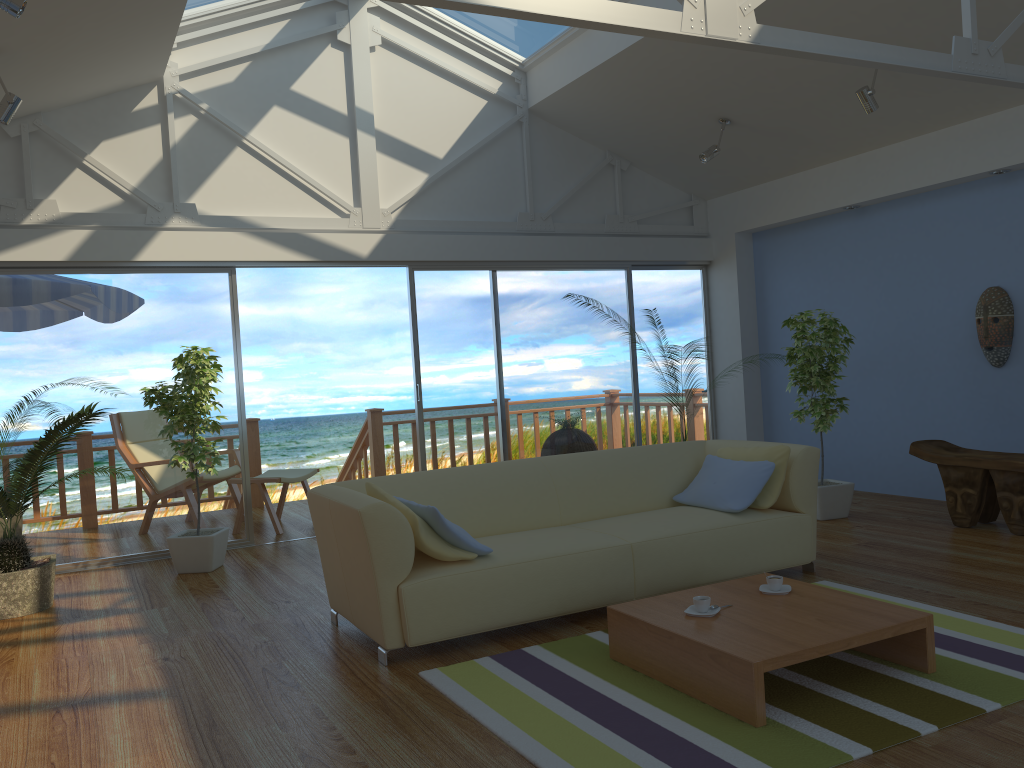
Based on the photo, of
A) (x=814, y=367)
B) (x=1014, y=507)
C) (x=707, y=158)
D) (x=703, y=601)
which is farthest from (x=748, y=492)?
(x=707, y=158)

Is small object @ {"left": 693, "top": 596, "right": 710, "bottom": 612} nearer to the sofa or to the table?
the table

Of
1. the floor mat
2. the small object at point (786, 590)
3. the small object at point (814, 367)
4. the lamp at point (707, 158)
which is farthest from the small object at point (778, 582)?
the lamp at point (707, 158)

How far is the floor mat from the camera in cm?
253

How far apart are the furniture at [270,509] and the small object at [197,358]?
1.02m

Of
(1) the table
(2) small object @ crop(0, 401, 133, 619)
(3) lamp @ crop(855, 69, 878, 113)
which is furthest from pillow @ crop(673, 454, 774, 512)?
(2) small object @ crop(0, 401, 133, 619)

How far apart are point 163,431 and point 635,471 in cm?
294

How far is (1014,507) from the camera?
5.07m

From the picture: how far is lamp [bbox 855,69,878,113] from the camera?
5.32m

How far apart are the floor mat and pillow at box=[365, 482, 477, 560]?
0.4 meters
